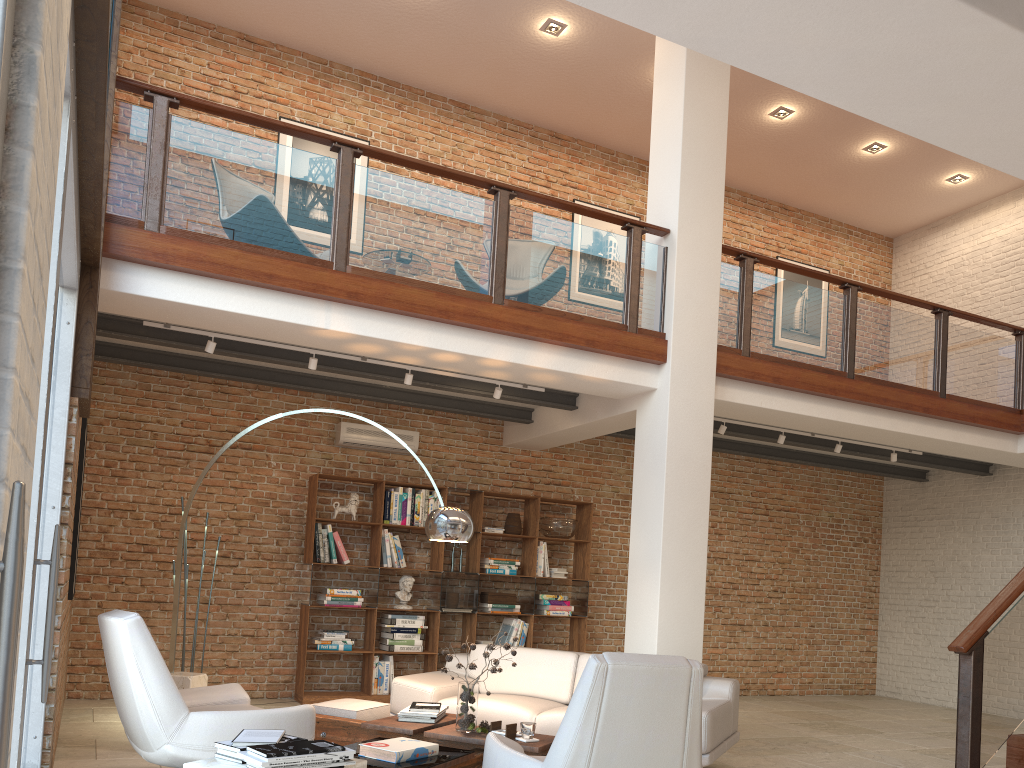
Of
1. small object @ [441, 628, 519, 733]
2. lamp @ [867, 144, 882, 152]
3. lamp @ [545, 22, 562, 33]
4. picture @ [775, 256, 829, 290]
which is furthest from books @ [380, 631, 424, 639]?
lamp @ [867, 144, 882, 152]

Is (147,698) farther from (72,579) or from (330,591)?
(330,591)

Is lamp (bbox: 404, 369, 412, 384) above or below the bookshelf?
above

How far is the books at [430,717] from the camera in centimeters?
496cm

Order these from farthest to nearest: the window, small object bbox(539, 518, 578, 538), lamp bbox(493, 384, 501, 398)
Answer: small object bbox(539, 518, 578, 538)
lamp bbox(493, 384, 501, 398)
the window

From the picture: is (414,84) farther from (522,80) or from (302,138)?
(302,138)

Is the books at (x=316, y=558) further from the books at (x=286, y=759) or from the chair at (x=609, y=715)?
the books at (x=286, y=759)

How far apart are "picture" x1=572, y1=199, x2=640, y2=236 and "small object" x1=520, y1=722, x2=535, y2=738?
7.00m

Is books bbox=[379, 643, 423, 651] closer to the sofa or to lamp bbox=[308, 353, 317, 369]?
the sofa

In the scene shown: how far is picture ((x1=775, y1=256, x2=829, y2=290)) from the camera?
11.7 meters
